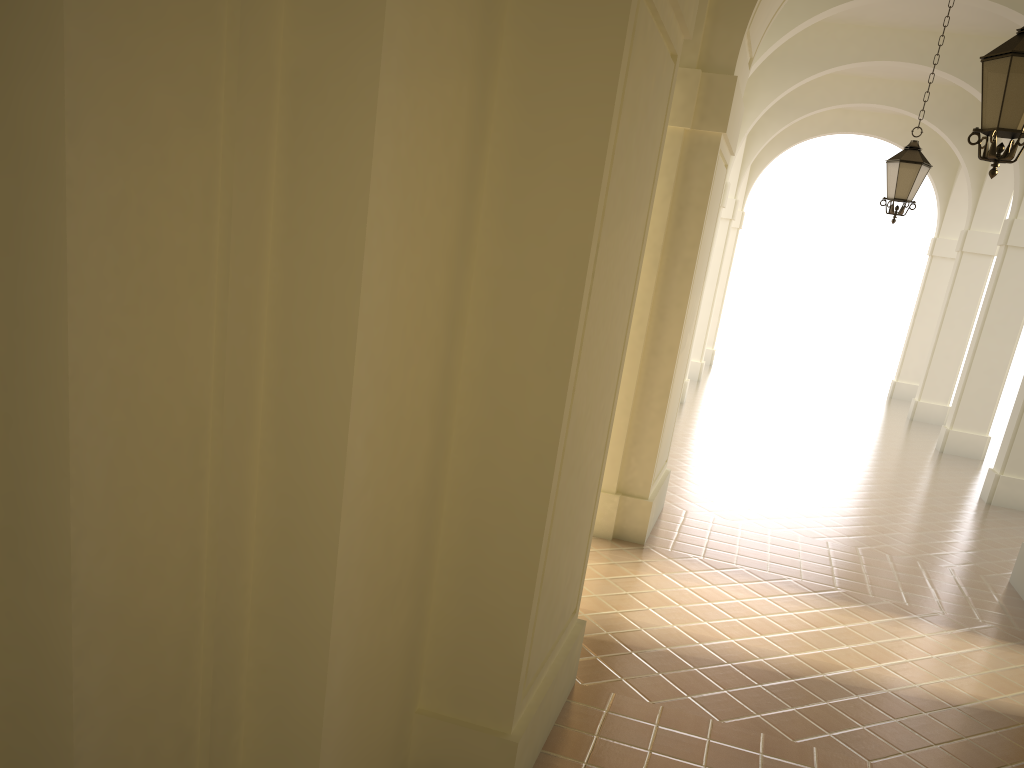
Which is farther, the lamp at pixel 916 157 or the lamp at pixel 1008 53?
the lamp at pixel 916 157

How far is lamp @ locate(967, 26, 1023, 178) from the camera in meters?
5.3

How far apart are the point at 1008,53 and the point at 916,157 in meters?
5.1 m

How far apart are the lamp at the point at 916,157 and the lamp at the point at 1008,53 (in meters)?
4.73

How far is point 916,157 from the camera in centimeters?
1006cm

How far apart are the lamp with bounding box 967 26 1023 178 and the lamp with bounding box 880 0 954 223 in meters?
4.7

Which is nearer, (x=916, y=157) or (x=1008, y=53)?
(x=1008, y=53)

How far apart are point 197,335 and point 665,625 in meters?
4.7 m

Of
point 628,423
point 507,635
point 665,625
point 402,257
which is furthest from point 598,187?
point 628,423

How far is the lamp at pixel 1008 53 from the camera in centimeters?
530cm
